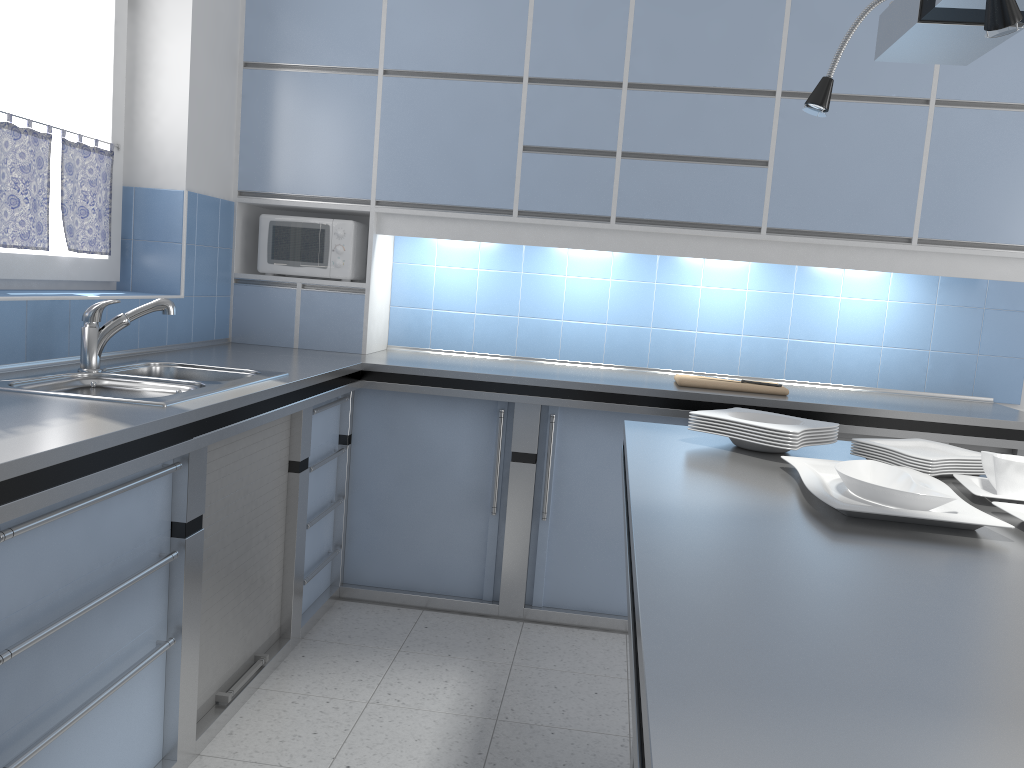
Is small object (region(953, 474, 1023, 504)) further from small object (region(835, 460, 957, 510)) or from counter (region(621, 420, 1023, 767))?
small object (region(835, 460, 957, 510))

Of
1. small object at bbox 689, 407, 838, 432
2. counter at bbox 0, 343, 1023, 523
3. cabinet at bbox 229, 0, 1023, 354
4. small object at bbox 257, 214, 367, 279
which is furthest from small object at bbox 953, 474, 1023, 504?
small object at bbox 257, 214, 367, 279

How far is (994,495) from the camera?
1.7 meters

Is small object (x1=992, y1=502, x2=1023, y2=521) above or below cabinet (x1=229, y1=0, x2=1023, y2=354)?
below

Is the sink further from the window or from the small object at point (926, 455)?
the small object at point (926, 455)

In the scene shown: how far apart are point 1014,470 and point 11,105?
3.0 meters

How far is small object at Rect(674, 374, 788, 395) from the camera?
3.4 meters

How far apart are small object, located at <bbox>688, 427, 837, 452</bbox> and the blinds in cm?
223

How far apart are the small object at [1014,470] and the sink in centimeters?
179cm

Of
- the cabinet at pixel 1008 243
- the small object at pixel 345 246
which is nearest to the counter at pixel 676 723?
the cabinet at pixel 1008 243
